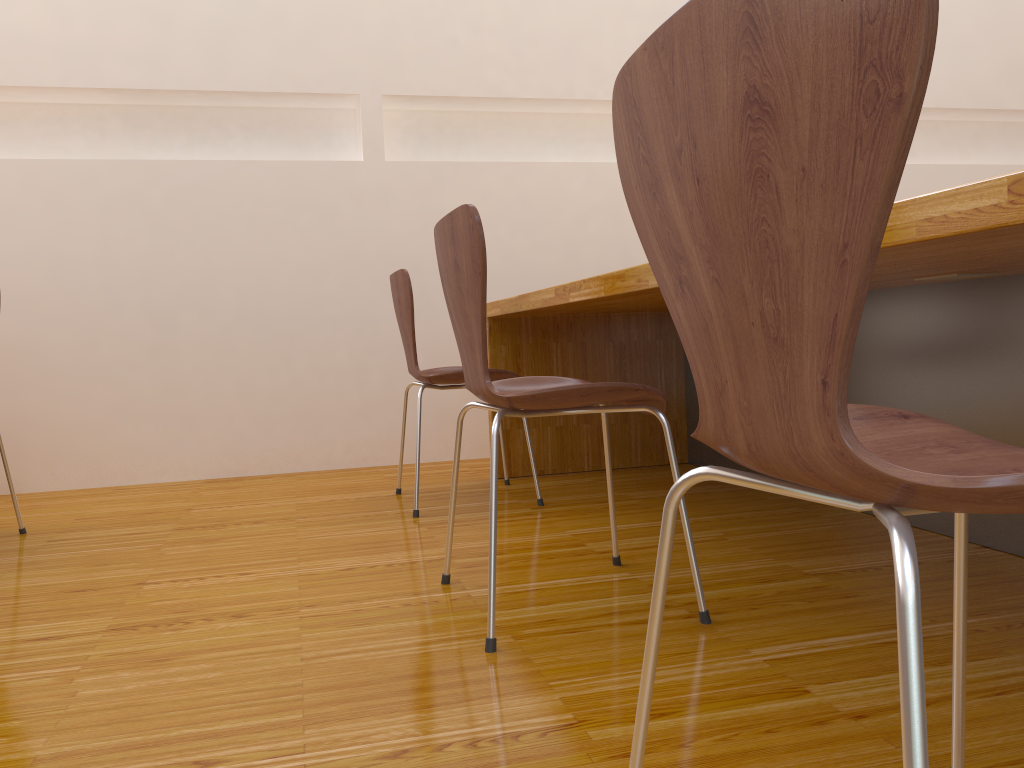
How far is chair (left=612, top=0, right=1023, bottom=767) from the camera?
0.4m

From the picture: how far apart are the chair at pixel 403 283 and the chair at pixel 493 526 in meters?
0.7

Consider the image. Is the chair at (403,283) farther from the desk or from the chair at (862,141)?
the chair at (862,141)

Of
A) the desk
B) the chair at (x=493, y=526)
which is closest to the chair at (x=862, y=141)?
the desk

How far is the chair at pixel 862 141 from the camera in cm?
45

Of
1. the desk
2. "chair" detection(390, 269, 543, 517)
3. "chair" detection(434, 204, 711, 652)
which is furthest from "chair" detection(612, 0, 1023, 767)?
"chair" detection(390, 269, 543, 517)

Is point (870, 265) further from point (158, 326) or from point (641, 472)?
point (158, 326)

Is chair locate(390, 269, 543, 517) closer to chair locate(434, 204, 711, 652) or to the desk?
the desk

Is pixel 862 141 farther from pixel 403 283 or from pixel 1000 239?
pixel 403 283

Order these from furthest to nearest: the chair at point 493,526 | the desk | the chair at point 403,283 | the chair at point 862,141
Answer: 1. the chair at point 403,283
2. the chair at point 493,526
3. the desk
4. the chair at point 862,141
